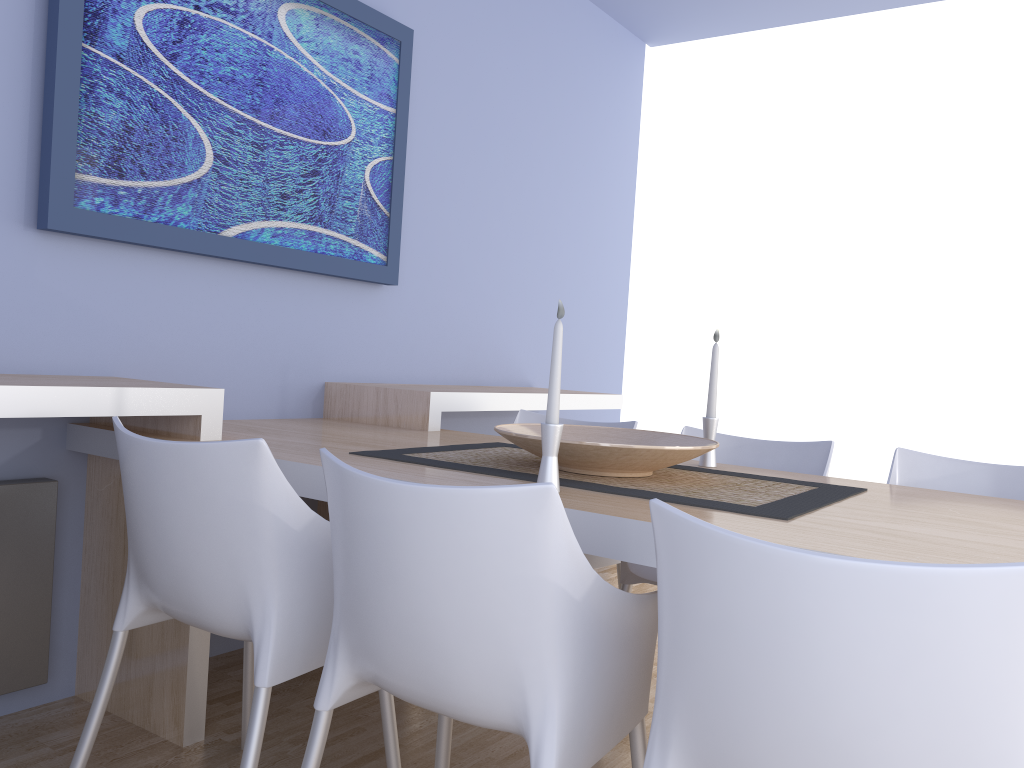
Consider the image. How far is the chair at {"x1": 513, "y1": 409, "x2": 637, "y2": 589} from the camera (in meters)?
2.55

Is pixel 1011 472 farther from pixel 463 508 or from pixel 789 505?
pixel 463 508

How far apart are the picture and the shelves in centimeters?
36cm

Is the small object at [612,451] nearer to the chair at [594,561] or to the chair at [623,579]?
the chair at [623,579]

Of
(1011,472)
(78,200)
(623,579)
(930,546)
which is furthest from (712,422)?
(78,200)

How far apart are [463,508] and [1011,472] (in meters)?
1.66

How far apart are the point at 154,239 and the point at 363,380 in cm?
→ 97

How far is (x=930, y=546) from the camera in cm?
130

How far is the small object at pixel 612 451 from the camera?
1.7 meters

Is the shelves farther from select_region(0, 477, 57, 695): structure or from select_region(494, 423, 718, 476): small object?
select_region(494, 423, 718, 476): small object
